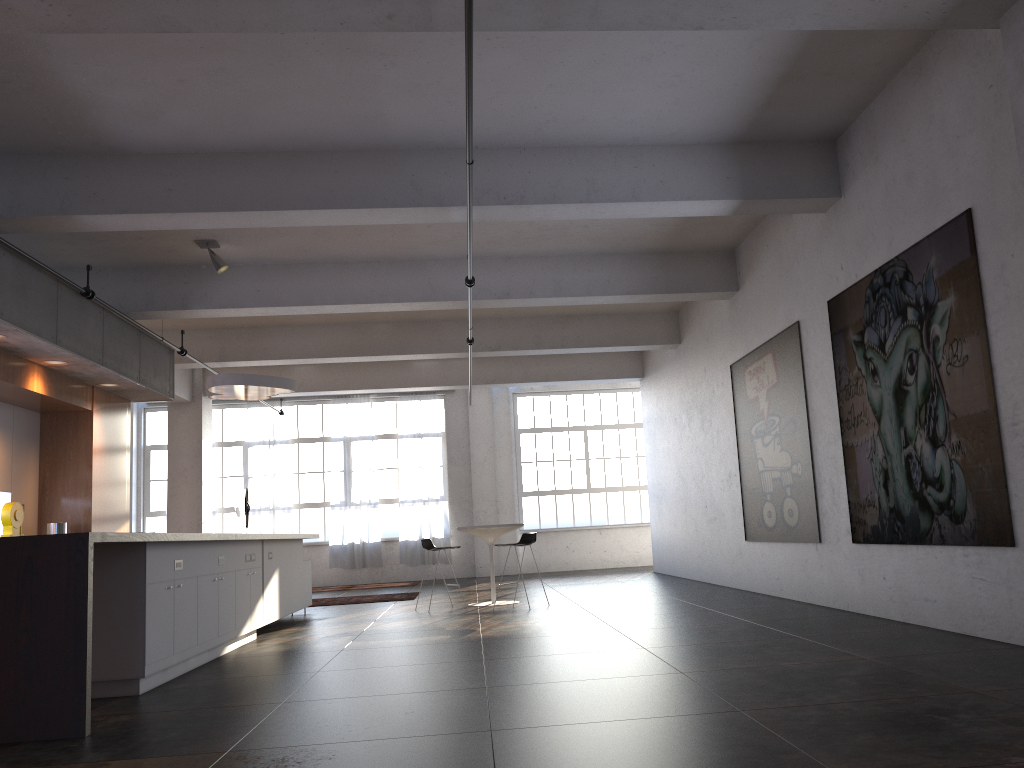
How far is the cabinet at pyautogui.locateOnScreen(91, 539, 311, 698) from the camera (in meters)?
5.37

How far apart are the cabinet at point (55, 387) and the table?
4.1m

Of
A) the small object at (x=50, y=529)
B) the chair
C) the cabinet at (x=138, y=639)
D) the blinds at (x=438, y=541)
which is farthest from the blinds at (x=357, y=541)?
the small object at (x=50, y=529)

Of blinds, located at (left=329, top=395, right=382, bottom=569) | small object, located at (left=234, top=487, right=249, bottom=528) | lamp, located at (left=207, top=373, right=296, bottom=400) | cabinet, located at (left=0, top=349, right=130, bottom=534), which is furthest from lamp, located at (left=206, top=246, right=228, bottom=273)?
blinds, located at (left=329, top=395, right=382, bottom=569)

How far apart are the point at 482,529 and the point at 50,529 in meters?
4.7 m

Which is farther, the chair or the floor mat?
the floor mat

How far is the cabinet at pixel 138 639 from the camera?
5.37m

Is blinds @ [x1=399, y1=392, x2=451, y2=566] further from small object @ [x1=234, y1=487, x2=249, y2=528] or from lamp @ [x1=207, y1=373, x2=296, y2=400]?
lamp @ [x1=207, y1=373, x2=296, y2=400]

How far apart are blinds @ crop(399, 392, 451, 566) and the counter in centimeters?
1039cm

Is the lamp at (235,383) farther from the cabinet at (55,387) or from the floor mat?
the floor mat
